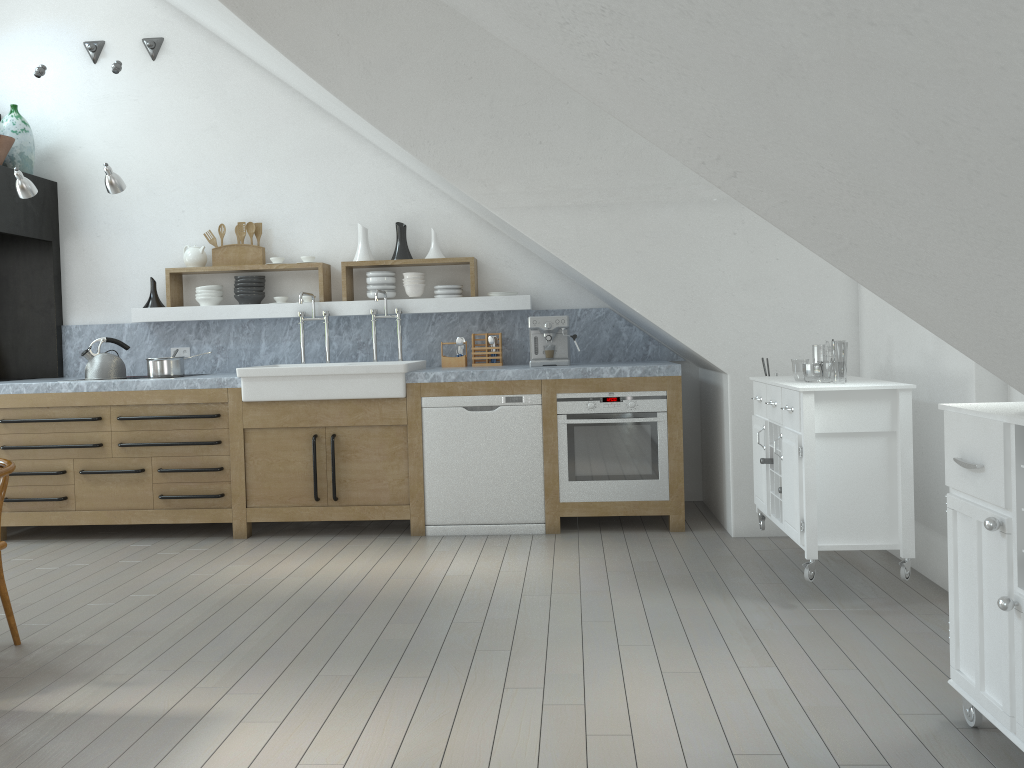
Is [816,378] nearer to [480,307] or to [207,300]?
[480,307]

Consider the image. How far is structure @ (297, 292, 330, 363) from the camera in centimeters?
588cm

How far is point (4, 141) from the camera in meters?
5.7 m

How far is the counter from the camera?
5.2m

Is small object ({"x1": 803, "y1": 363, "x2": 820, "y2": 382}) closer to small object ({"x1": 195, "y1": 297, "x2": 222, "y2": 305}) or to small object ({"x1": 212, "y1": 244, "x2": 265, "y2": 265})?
small object ({"x1": 212, "y1": 244, "x2": 265, "y2": 265})

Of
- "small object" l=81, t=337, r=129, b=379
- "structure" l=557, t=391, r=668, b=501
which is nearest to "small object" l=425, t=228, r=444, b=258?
"structure" l=557, t=391, r=668, b=501

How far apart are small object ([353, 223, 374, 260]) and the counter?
0.44m

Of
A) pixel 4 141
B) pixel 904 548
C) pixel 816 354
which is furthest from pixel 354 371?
pixel 816 354

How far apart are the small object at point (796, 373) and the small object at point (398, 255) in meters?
32.5 m

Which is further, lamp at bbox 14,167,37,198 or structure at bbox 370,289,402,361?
structure at bbox 370,289,402,361
